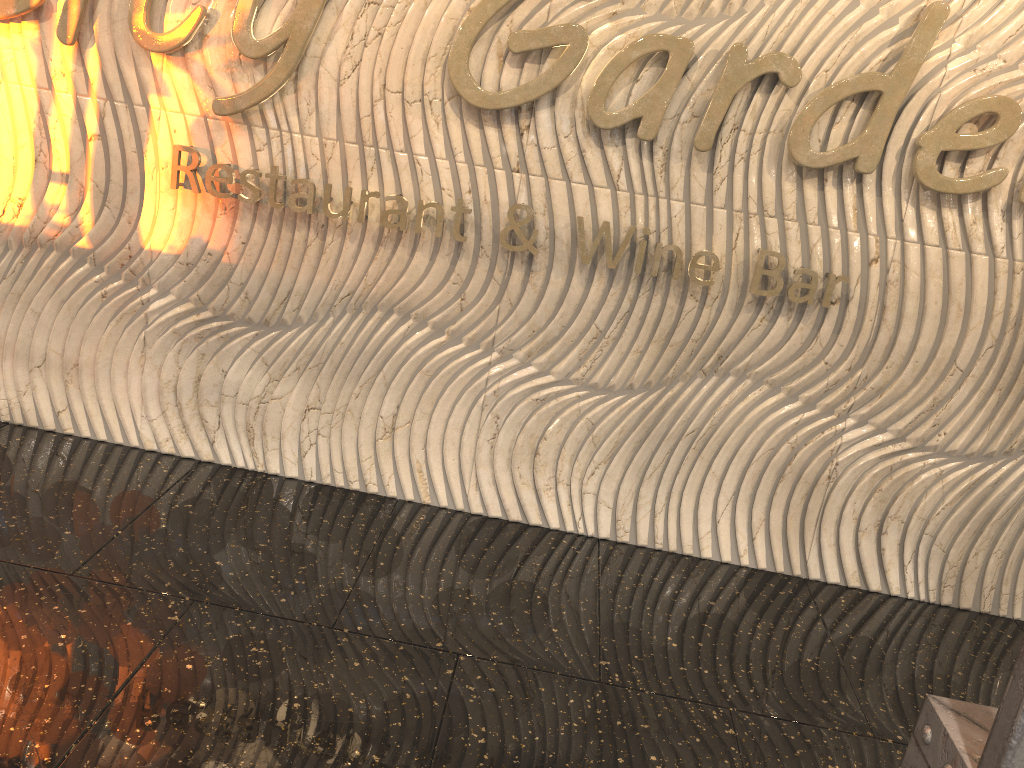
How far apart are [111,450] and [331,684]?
1.8m
